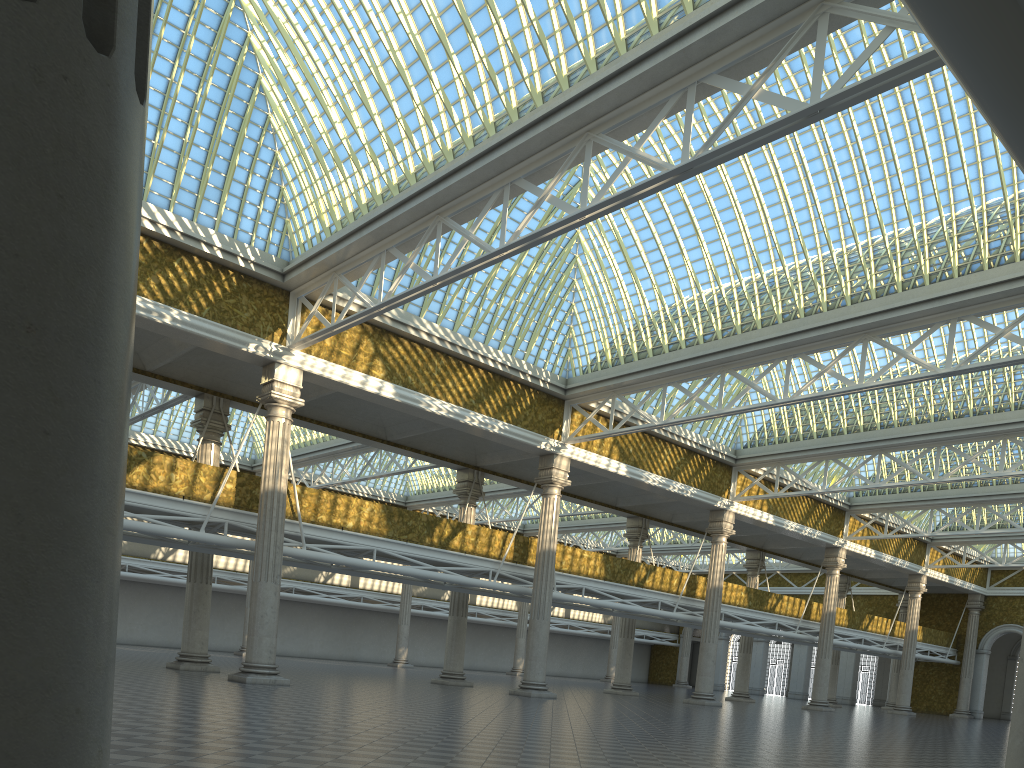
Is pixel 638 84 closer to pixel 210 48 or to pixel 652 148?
pixel 652 148
